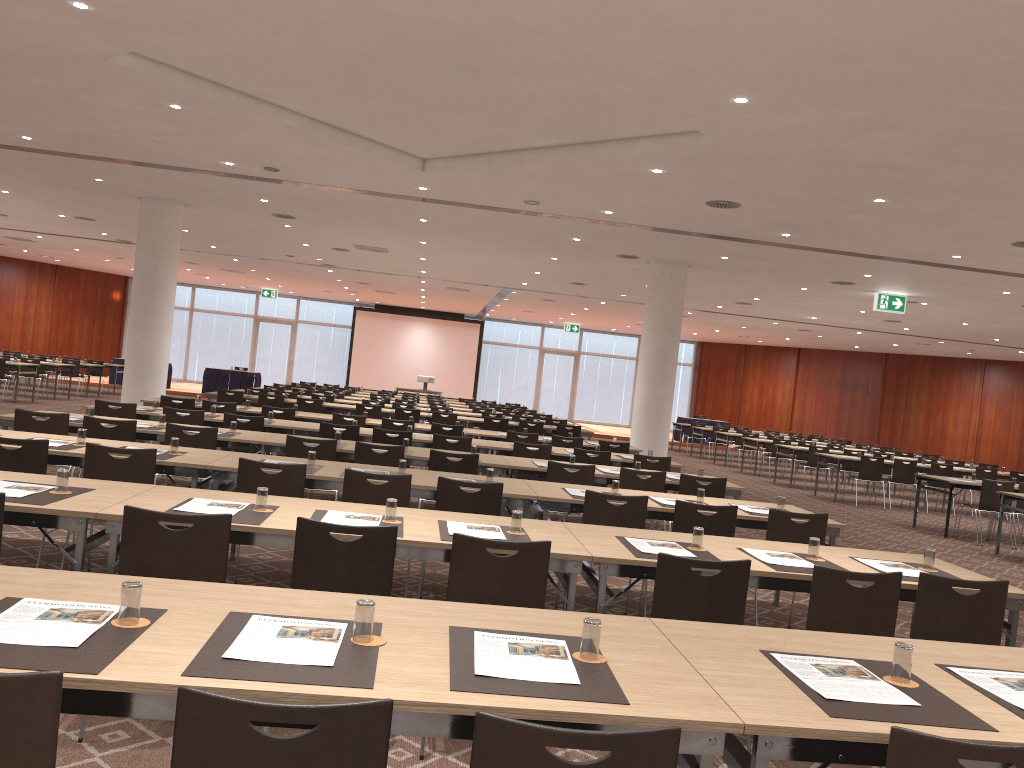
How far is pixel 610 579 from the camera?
7.6 meters

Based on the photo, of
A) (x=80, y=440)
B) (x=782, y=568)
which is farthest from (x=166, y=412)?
(x=782, y=568)

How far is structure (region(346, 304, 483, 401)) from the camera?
34.8 meters

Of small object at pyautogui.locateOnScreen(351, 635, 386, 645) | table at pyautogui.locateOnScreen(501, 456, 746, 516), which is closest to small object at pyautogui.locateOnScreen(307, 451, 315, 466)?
table at pyautogui.locateOnScreen(501, 456, 746, 516)

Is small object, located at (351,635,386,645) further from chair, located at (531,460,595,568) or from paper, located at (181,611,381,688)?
chair, located at (531,460,595,568)

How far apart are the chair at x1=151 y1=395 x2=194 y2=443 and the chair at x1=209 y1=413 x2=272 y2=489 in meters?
2.2

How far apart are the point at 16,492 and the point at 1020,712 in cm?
418

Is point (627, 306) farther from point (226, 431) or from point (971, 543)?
point (226, 431)

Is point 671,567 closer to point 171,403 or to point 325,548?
point 325,548

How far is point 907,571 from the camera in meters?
4.7
